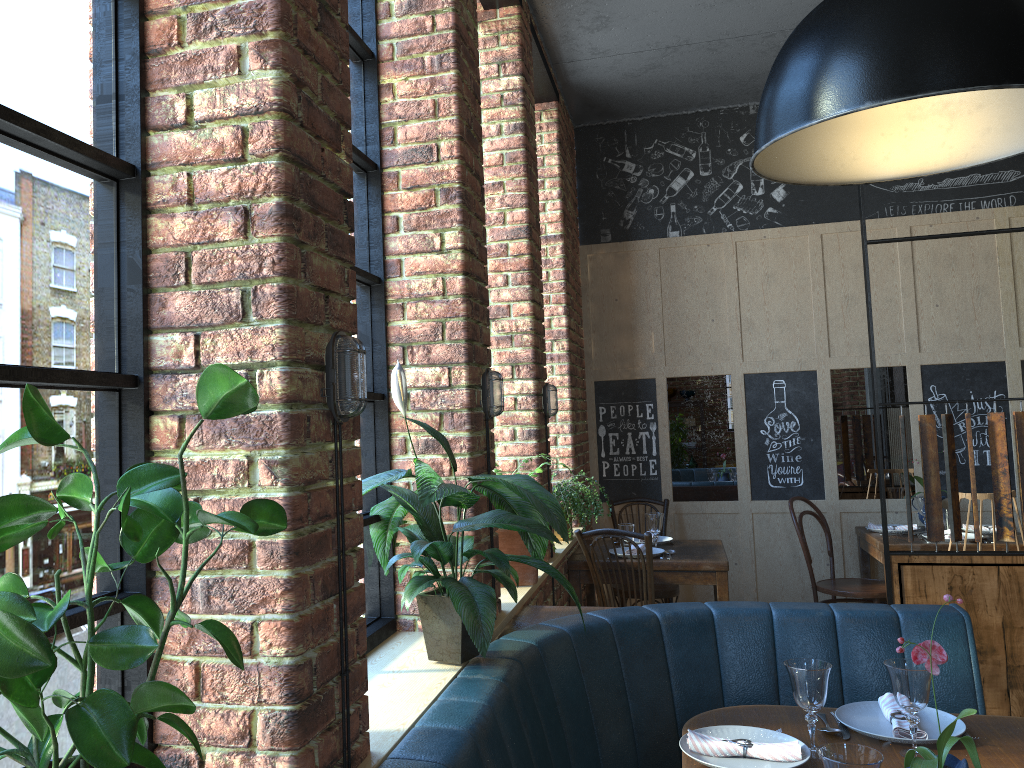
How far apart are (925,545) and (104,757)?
4.55m

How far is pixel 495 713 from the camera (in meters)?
1.89

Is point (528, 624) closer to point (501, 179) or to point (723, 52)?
point (501, 179)

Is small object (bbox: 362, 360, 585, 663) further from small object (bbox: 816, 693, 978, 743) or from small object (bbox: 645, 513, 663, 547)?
small object (bbox: 645, 513, 663, 547)

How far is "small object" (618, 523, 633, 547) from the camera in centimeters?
470cm

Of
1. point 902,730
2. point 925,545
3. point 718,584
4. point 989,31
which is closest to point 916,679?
point 902,730

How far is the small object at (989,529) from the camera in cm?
487

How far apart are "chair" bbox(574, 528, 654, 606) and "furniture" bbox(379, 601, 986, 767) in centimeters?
104cm

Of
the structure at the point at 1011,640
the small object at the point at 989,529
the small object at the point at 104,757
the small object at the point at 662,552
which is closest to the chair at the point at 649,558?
the small object at the point at 662,552

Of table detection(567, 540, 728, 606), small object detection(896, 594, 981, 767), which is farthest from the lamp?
table detection(567, 540, 728, 606)
